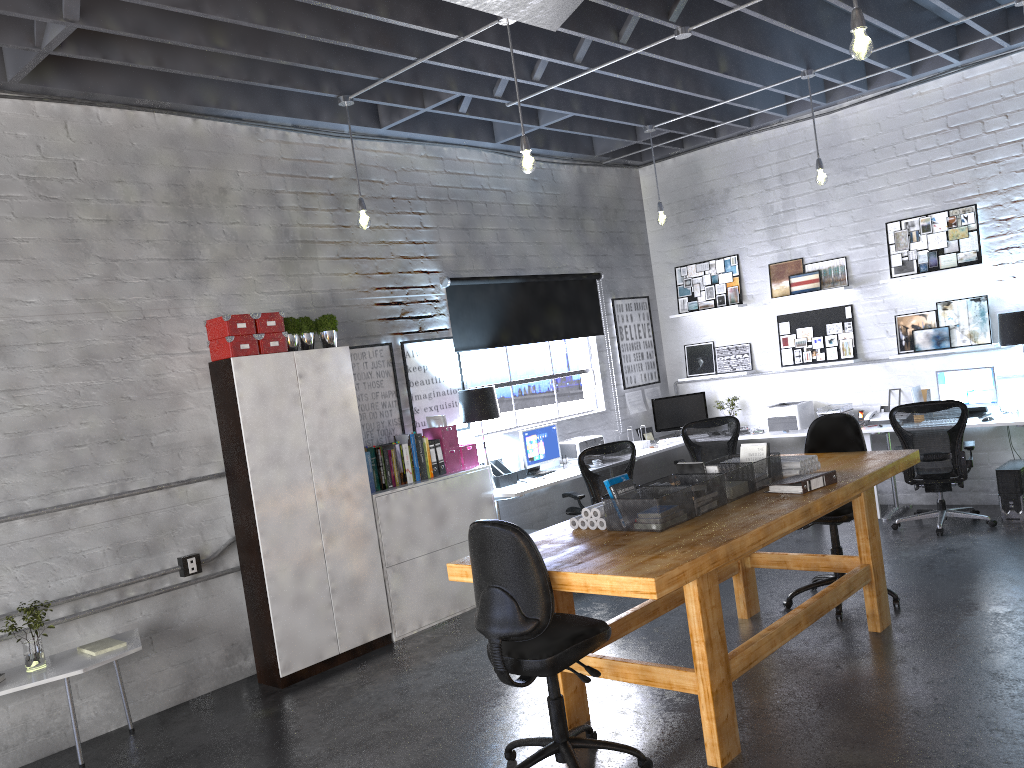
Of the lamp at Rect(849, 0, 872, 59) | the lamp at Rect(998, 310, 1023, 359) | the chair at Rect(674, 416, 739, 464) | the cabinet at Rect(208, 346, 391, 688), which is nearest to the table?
the cabinet at Rect(208, 346, 391, 688)

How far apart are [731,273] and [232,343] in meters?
5.4

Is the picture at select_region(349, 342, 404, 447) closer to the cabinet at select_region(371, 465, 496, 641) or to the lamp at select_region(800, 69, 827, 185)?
the cabinet at select_region(371, 465, 496, 641)

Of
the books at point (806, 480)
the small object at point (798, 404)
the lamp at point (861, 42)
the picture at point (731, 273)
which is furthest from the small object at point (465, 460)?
the lamp at point (861, 42)

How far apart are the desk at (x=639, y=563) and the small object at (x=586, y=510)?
0.1m

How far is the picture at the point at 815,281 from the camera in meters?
8.4 m

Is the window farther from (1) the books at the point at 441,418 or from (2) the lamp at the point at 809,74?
(2) the lamp at the point at 809,74

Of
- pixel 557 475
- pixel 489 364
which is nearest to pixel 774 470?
pixel 557 475

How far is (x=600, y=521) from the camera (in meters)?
4.21

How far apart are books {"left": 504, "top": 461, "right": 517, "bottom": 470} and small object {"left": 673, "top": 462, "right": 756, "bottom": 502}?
2.91m
